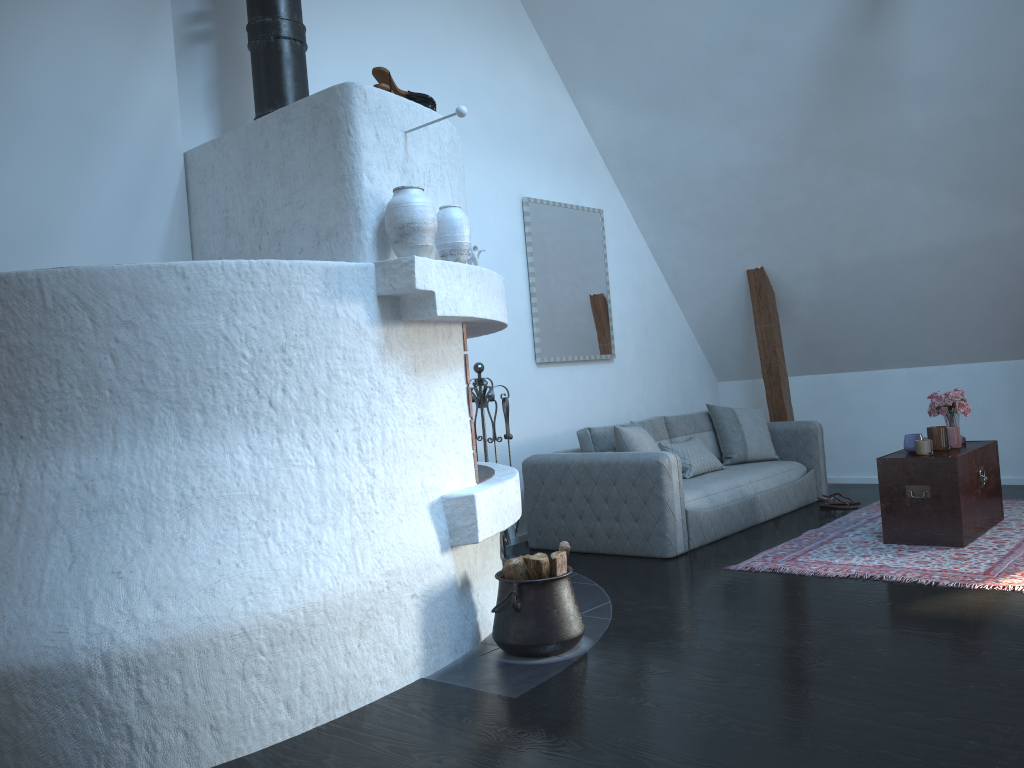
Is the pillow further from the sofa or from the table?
the table

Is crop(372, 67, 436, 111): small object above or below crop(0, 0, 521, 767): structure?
above

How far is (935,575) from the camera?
4.2 meters

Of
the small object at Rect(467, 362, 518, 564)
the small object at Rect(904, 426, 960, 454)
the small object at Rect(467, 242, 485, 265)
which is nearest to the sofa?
the small object at Rect(467, 362, 518, 564)

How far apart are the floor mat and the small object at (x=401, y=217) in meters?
2.5

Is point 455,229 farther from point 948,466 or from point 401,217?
point 948,466

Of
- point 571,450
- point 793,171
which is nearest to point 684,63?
point 793,171

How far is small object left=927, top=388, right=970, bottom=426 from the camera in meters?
5.3

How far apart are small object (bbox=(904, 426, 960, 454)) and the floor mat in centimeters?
53cm

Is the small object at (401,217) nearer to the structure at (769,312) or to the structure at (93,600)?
the structure at (93,600)
